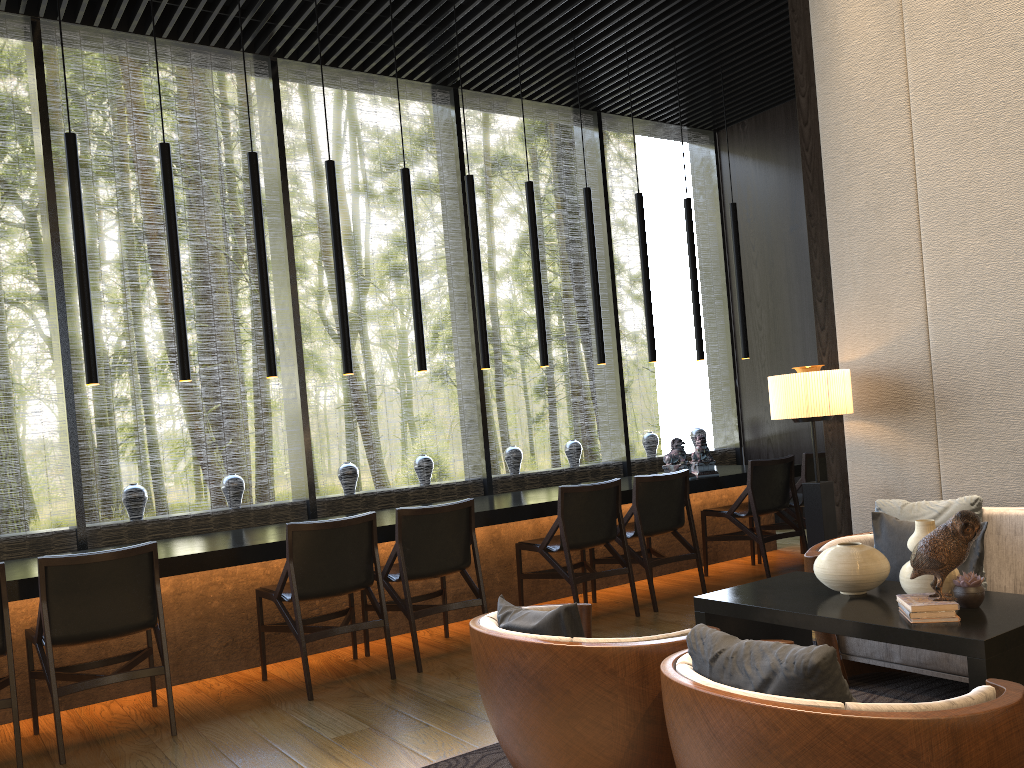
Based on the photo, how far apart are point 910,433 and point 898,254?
0.8m

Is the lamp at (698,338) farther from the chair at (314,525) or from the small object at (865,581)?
the small object at (865,581)

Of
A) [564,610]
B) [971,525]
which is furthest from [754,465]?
[564,610]

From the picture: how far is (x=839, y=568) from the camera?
2.90m

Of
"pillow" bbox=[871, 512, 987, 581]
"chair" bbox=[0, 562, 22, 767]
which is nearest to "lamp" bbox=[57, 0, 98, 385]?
"chair" bbox=[0, 562, 22, 767]

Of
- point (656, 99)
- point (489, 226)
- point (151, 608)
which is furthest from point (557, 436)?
point (151, 608)

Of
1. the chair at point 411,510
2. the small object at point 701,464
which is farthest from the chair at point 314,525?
the small object at point 701,464

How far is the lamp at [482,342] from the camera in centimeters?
578cm

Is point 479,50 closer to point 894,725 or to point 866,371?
point 866,371

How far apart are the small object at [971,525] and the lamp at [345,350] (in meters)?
3.42
